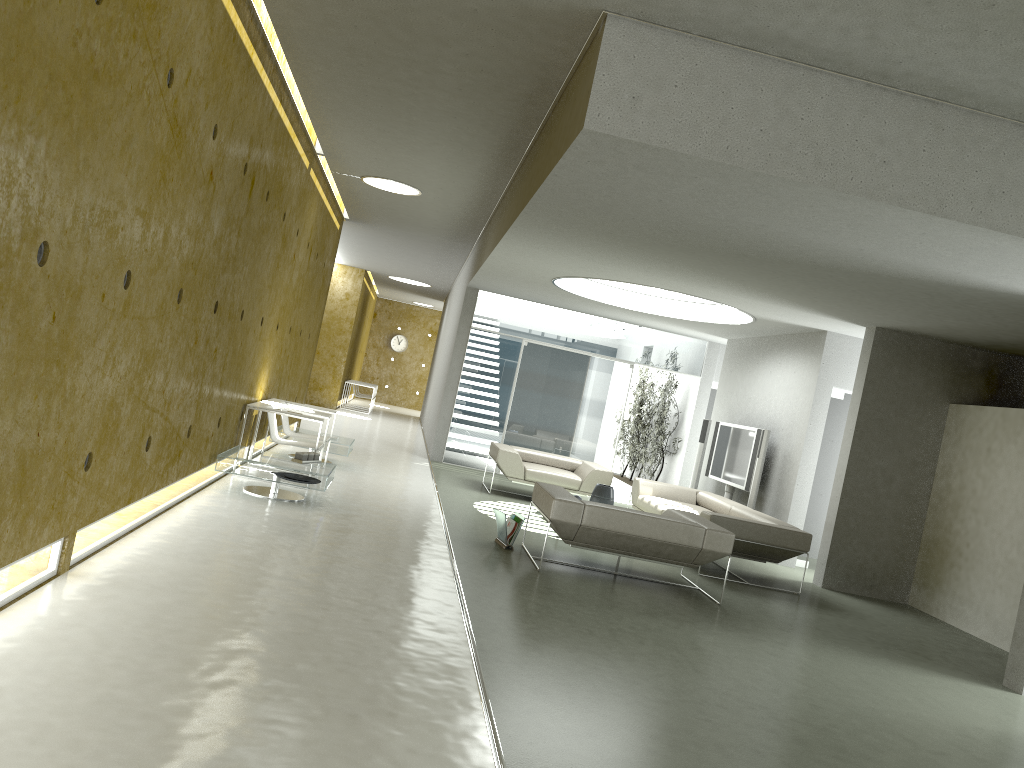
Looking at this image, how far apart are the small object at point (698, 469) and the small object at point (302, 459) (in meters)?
6.34

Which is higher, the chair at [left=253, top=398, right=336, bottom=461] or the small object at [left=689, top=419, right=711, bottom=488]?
the small object at [left=689, top=419, right=711, bottom=488]

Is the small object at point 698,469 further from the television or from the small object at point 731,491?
the small object at point 731,491

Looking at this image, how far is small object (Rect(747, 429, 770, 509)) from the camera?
10.3 meters

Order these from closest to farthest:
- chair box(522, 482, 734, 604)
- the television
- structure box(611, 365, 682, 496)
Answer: chair box(522, 482, 734, 604)
the television
structure box(611, 365, 682, 496)

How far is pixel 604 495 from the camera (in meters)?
9.41

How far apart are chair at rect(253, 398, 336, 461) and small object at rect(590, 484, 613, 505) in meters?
3.3 m

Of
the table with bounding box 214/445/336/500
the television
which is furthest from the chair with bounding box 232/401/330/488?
the television

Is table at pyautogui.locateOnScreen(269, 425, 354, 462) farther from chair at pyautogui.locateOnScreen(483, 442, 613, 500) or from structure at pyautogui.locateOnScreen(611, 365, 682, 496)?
structure at pyautogui.locateOnScreen(611, 365, 682, 496)

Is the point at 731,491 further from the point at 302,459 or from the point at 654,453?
the point at 302,459
